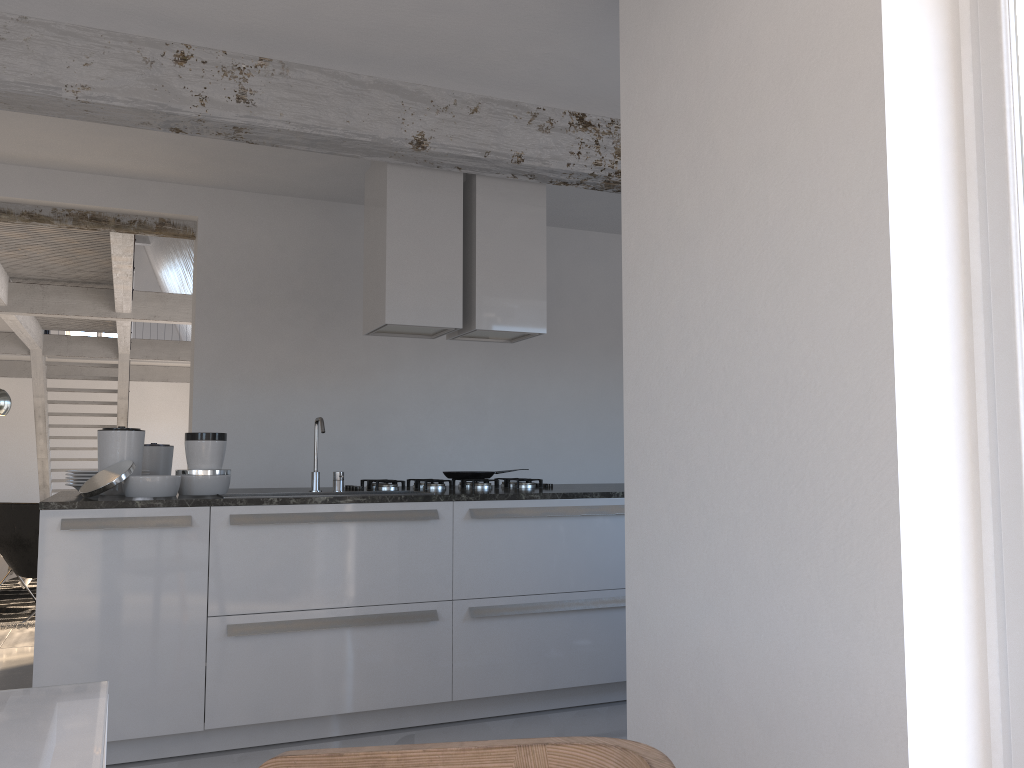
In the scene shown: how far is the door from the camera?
1.8 meters

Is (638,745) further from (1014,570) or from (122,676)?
(122,676)

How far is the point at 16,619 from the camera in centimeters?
626cm

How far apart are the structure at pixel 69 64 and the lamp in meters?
3.7

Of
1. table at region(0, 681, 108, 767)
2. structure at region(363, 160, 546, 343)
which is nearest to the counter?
structure at region(363, 160, 546, 343)

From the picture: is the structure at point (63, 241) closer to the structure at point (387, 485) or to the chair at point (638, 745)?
the structure at point (387, 485)

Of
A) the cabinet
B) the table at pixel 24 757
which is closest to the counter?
the cabinet

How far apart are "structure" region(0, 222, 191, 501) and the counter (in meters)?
2.90

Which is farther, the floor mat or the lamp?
the lamp

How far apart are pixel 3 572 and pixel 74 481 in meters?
4.1
